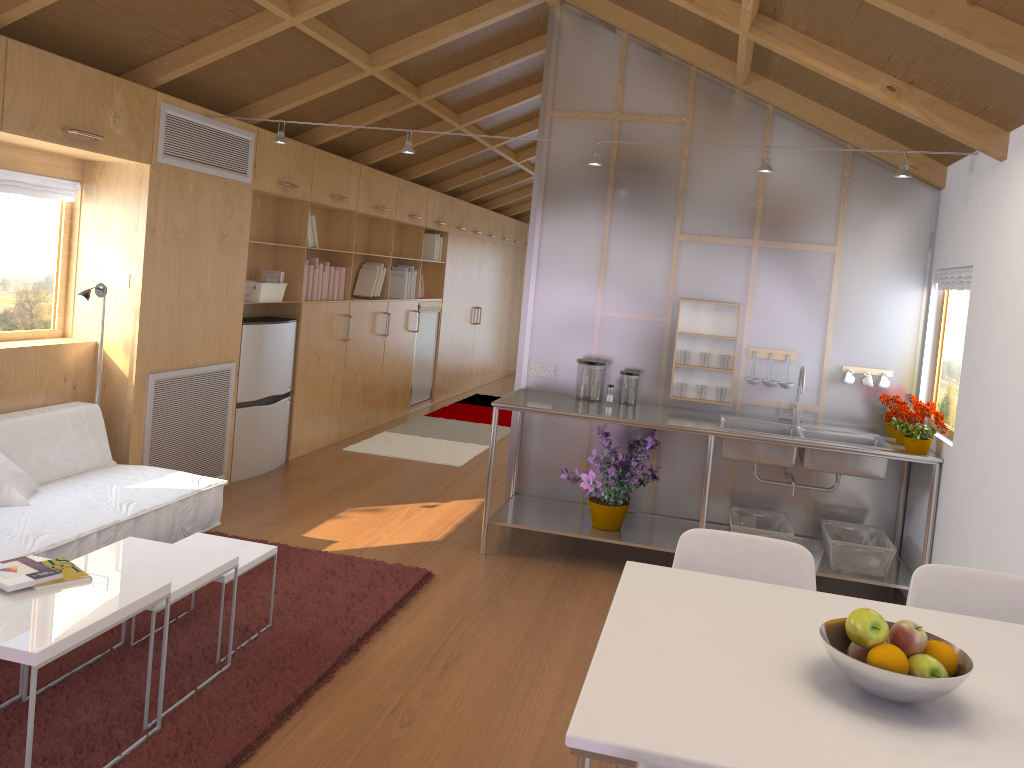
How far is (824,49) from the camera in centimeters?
357cm

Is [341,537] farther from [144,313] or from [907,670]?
[907,670]

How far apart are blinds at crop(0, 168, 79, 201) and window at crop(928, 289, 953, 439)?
4.4m

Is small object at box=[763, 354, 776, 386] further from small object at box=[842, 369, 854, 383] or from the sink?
small object at box=[842, 369, 854, 383]

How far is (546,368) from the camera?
5.0 meters

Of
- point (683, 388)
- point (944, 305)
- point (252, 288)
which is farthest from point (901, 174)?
point (252, 288)

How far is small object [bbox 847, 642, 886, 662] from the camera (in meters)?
1.60

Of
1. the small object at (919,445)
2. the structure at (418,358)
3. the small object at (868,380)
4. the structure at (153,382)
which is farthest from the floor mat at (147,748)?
the structure at (418,358)

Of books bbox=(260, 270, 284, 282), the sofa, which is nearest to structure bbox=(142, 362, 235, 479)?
the sofa

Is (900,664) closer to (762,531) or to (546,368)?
(762,531)
